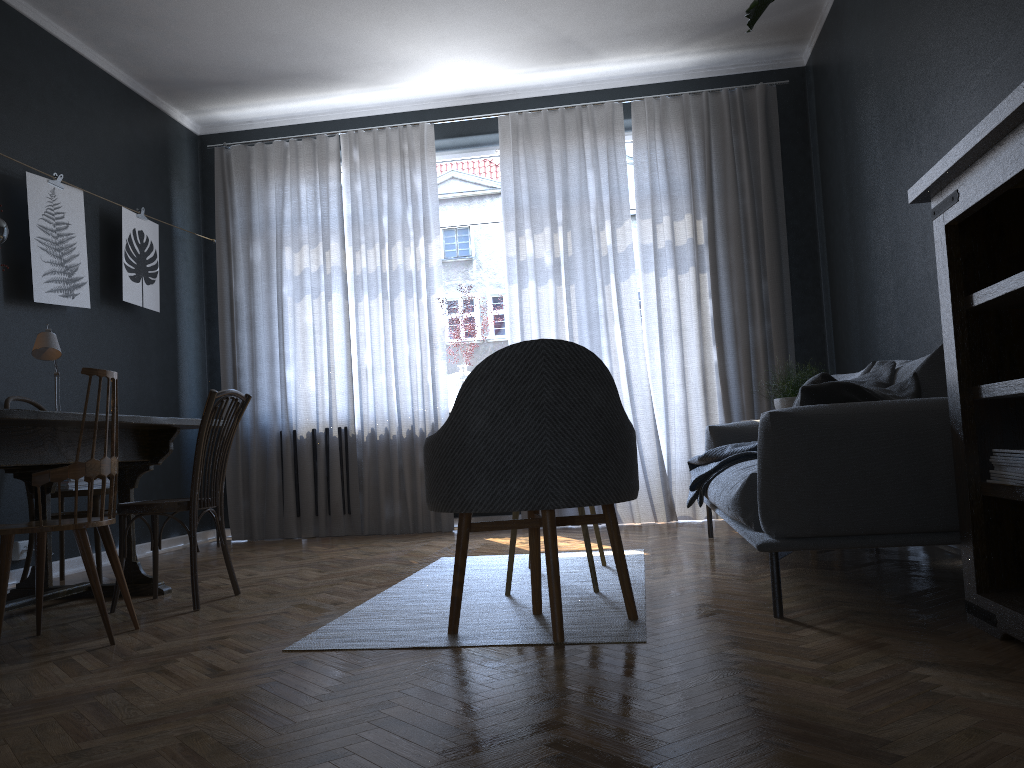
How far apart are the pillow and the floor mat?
0.8m

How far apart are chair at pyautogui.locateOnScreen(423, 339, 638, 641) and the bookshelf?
0.9m

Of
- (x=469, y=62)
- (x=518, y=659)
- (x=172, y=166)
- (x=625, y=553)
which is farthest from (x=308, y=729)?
(x=172, y=166)

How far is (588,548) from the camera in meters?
3.1

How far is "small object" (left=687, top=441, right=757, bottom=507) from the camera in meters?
3.9 m

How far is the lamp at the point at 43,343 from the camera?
3.82m

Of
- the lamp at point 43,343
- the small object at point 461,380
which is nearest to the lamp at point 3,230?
the lamp at point 43,343

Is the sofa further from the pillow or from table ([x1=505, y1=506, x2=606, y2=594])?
table ([x1=505, y1=506, x2=606, y2=594])

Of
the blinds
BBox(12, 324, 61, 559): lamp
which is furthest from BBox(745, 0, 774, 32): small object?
the blinds

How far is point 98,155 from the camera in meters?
5.3
